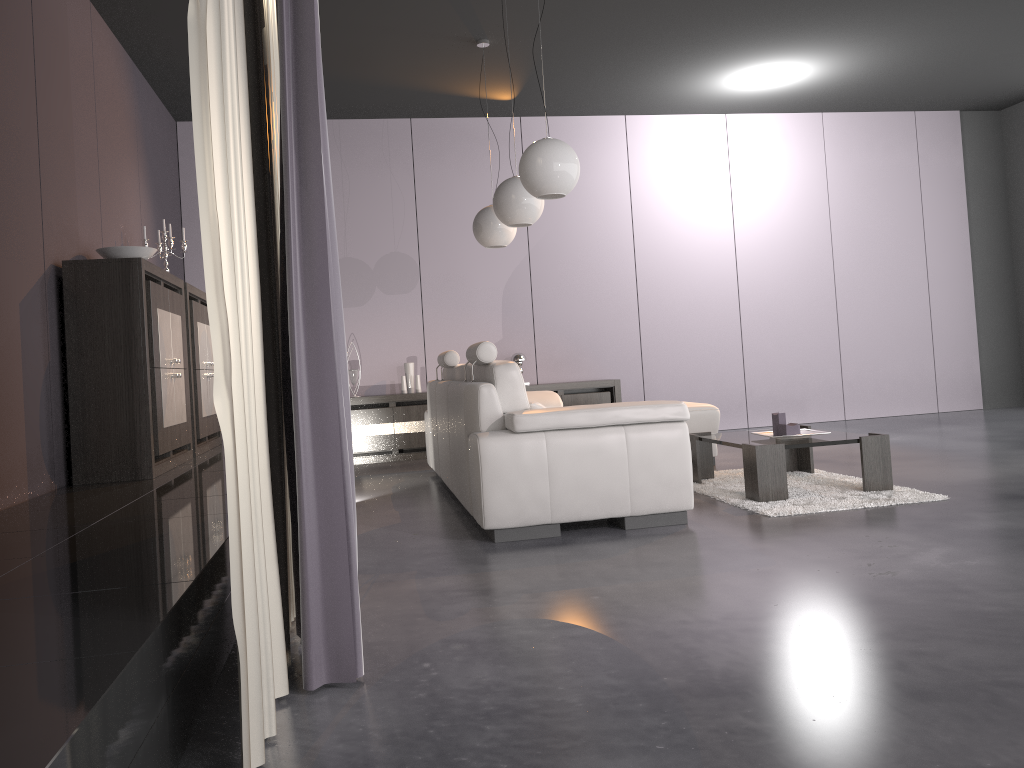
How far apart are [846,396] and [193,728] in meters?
7.8 m

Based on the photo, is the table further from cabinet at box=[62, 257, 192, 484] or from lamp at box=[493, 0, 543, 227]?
cabinet at box=[62, 257, 192, 484]

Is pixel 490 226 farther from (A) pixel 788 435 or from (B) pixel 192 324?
(A) pixel 788 435

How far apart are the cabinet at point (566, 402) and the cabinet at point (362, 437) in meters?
0.9

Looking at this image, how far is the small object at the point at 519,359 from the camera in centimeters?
773cm

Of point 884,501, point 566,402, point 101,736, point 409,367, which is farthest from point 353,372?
point 101,736

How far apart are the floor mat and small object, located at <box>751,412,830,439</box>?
0.3m

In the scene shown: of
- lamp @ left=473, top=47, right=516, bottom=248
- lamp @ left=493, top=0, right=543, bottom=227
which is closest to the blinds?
lamp @ left=493, top=0, right=543, bottom=227

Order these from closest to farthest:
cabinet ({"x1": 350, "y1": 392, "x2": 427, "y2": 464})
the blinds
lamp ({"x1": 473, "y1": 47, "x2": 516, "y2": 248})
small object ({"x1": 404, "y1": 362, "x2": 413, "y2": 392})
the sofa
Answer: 1. the blinds
2. the sofa
3. lamp ({"x1": 473, "y1": 47, "x2": 516, "y2": 248})
4. cabinet ({"x1": 350, "y1": 392, "x2": 427, "y2": 464})
5. small object ({"x1": 404, "y1": 362, "x2": 413, "y2": 392})

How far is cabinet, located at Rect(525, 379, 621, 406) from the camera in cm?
766
